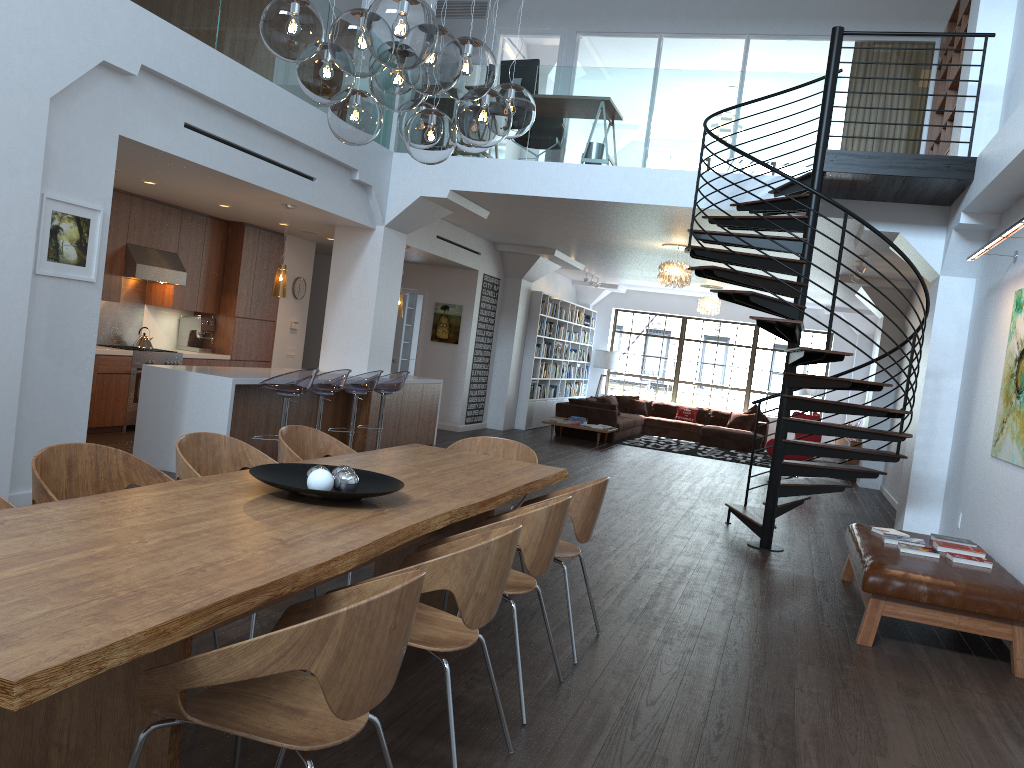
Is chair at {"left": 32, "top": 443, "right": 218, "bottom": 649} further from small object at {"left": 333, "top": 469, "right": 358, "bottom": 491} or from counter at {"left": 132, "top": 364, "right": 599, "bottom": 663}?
counter at {"left": 132, "top": 364, "right": 599, "bottom": 663}

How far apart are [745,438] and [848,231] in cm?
1062

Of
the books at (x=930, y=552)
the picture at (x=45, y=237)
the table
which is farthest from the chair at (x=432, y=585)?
the picture at (x=45, y=237)

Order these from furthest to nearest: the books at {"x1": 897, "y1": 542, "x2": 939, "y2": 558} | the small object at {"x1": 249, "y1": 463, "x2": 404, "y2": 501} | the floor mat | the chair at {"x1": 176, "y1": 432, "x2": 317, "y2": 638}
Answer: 1. the floor mat
2. the books at {"x1": 897, "y1": 542, "x2": 939, "y2": 558}
3. the chair at {"x1": 176, "y1": 432, "x2": 317, "y2": 638}
4. the small object at {"x1": 249, "y1": 463, "x2": 404, "y2": 501}

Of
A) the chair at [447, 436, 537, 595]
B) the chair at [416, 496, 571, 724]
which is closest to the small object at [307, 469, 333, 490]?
the chair at [416, 496, 571, 724]

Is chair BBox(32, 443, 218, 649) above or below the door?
below

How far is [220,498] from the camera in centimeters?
310cm

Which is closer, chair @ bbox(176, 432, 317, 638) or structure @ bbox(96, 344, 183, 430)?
chair @ bbox(176, 432, 317, 638)

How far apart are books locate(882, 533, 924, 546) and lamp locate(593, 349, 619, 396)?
13.6 meters

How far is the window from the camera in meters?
19.2 m
